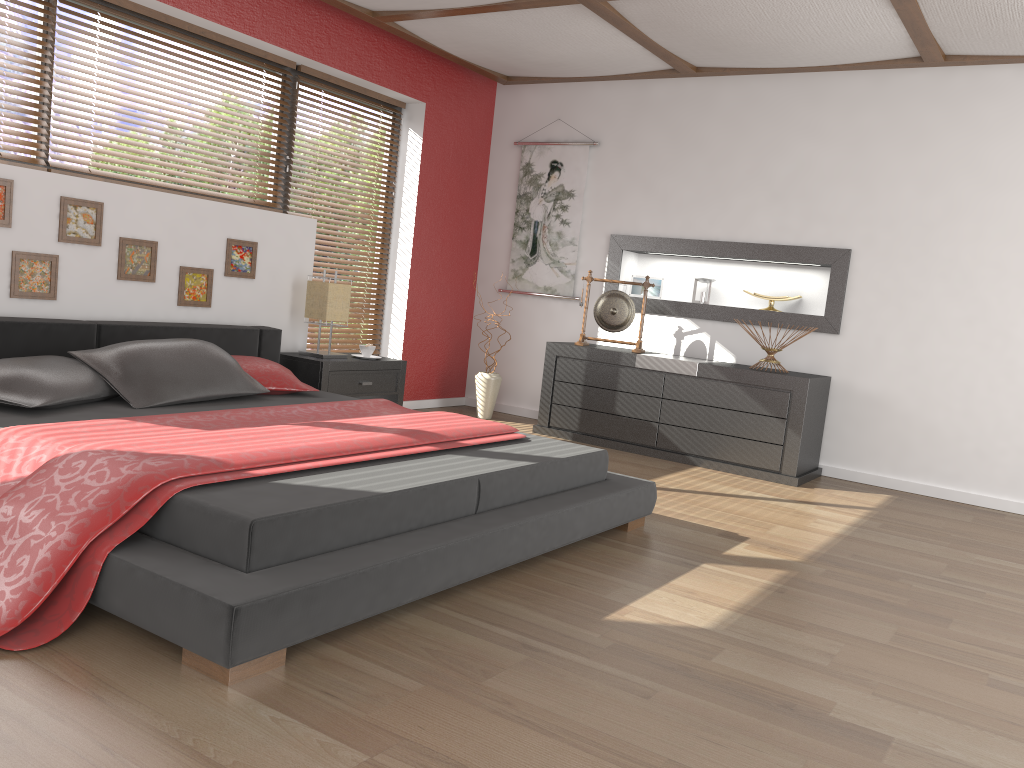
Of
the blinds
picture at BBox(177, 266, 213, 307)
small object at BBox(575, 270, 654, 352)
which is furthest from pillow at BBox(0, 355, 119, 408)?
small object at BBox(575, 270, 654, 352)

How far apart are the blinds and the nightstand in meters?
0.6

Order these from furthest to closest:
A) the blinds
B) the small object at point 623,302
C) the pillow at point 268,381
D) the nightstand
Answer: the blinds < the small object at point 623,302 < the nightstand < the pillow at point 268,381

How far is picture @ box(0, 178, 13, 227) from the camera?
3.69m

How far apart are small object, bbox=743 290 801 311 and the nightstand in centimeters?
234cm

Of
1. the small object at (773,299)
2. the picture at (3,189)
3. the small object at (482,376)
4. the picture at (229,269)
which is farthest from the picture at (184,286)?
the small object at (773,299)

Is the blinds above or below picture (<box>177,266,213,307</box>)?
below

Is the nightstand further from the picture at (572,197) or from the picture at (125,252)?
the picture at (572,197)

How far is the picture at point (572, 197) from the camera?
6.3 meters

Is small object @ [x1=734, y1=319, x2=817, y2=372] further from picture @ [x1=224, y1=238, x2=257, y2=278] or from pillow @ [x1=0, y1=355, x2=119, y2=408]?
pillow @ [x1=0, y1=355, x2=119, y2=408]
